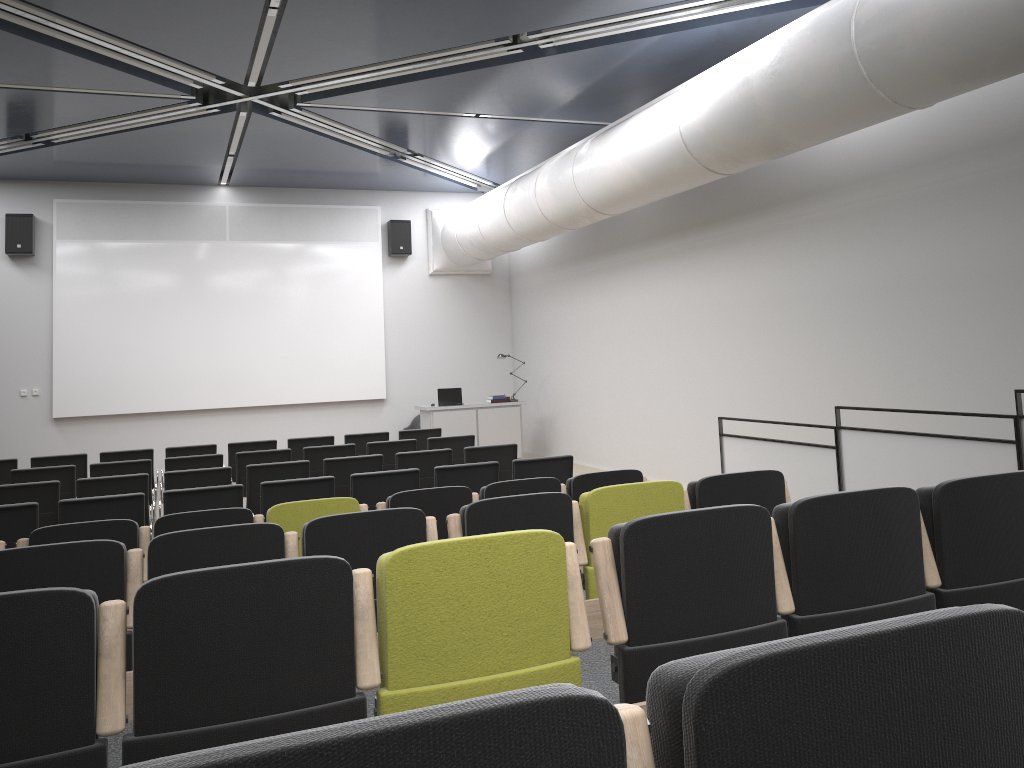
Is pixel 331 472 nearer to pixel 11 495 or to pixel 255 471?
pixel 255 471

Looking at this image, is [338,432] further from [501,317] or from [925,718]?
[925,718]

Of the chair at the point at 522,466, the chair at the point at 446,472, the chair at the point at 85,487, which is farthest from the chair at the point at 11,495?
the chair at the point at 522,466

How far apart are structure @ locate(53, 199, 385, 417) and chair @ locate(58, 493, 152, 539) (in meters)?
8.50

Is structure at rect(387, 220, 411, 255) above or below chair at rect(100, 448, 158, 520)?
above

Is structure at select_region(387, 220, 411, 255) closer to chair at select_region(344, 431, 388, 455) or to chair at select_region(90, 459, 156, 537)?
chair at select_region(344, 431, 388, 455)

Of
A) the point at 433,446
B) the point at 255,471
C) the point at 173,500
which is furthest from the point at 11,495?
the point at 433,446

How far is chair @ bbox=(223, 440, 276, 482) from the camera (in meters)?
10.31

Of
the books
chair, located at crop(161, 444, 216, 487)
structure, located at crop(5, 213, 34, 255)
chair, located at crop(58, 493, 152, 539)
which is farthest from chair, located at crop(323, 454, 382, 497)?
structure, located at crop(5, 213, 34, 255)

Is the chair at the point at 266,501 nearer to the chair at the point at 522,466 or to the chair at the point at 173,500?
the chair at the point at 173,500
